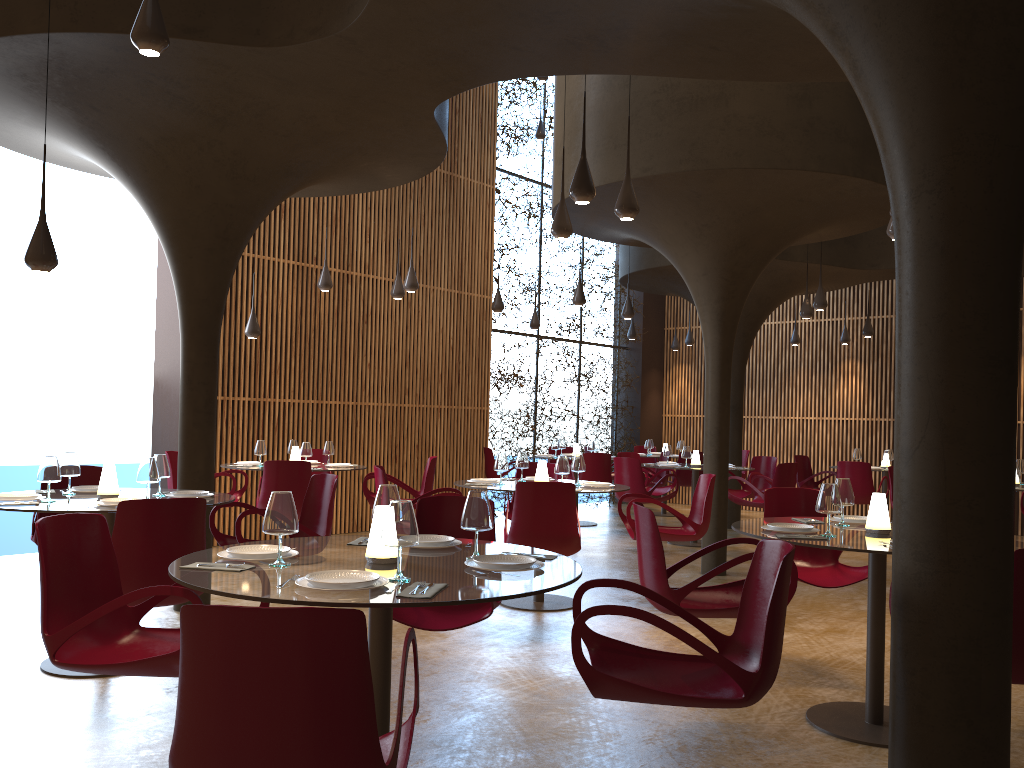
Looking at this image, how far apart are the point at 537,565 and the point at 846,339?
14.4m

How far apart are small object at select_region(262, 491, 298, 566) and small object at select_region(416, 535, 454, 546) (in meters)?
0.73

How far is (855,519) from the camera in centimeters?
560cm

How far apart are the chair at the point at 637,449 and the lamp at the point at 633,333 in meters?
2.7

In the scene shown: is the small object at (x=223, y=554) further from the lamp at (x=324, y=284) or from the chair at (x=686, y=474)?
the chair at (x=686, y=474)

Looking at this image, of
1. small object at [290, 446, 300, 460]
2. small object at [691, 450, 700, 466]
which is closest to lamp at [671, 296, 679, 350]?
small object at [691, 450, 700, 466]

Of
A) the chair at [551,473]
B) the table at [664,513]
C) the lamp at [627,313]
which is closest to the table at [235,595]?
the chair at [551,473]

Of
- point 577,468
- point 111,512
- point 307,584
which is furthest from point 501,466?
point 307,584

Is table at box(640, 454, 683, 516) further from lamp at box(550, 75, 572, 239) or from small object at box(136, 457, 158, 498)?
small object at box(136, 457, 158, 498)

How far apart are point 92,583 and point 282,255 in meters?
8.8
